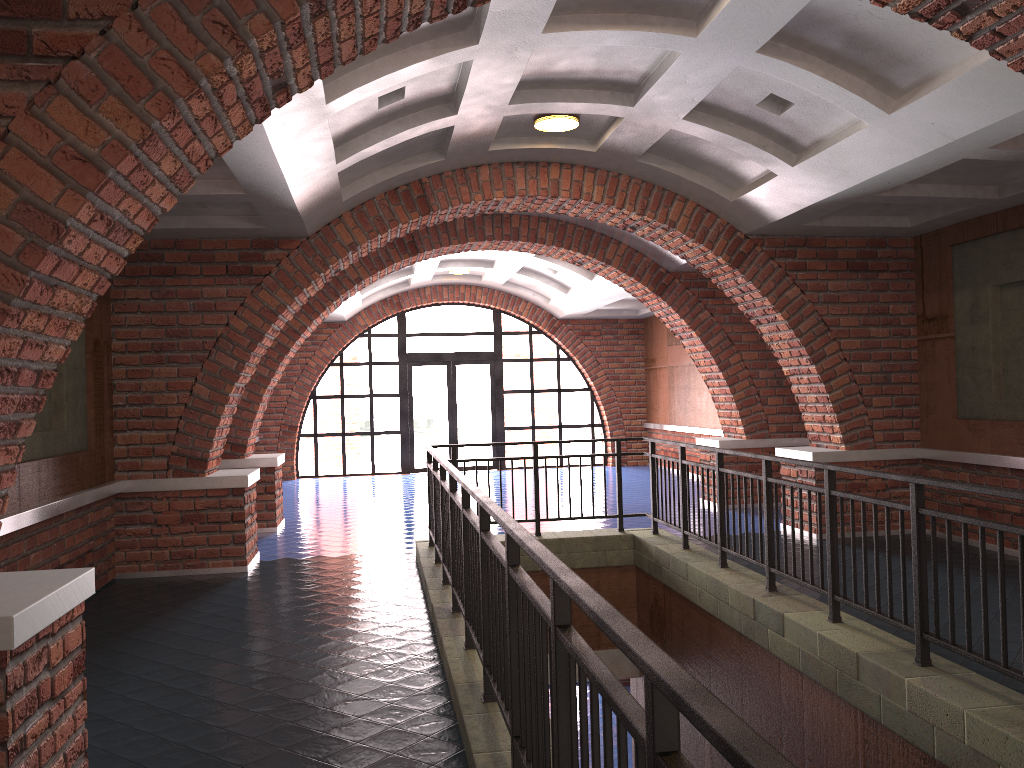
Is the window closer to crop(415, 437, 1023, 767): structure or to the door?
the door

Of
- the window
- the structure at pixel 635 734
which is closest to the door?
the window

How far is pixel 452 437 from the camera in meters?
17.8 m

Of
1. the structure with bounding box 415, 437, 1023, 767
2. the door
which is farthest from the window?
the structure with bounding box 415, 437, 1023, 767

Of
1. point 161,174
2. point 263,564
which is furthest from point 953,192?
point 263,564

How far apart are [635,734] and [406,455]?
16.24m

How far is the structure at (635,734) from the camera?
1.62m

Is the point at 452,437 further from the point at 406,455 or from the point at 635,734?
the point at 635,734

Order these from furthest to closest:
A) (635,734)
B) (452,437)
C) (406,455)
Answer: (452,437) → (406,455) → (635,734)

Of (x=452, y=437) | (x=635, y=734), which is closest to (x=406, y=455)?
(x=452, y=437)
